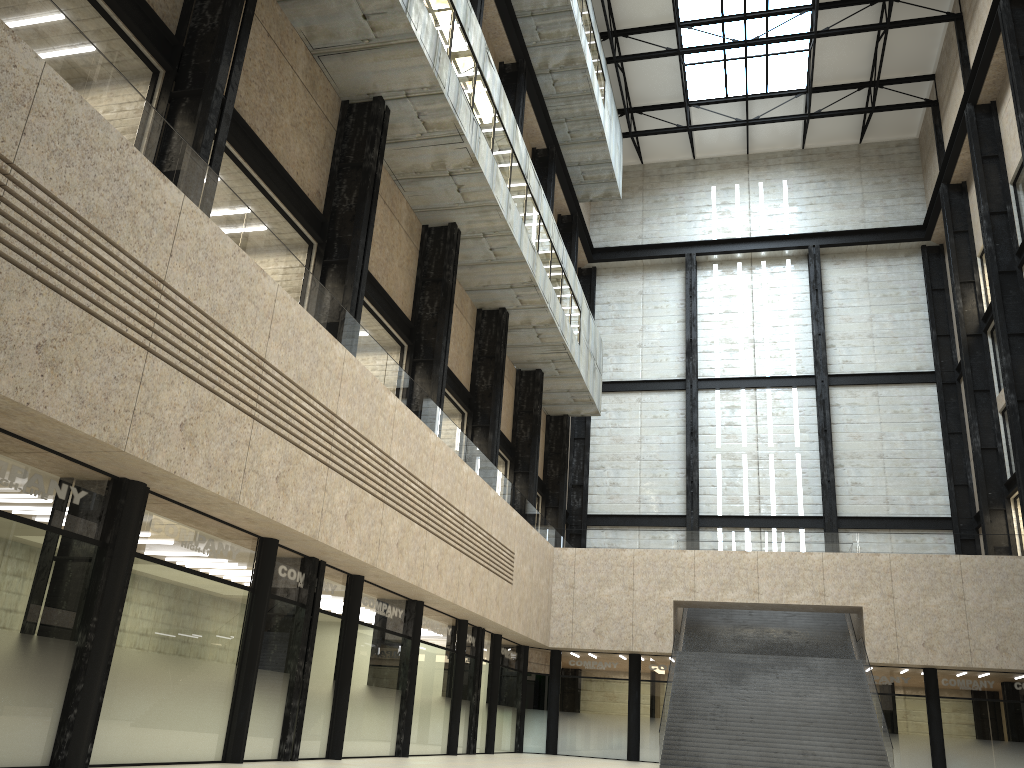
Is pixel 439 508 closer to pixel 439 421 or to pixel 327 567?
pixel 439 421

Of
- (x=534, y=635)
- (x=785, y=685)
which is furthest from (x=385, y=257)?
(x=785, y=685)
